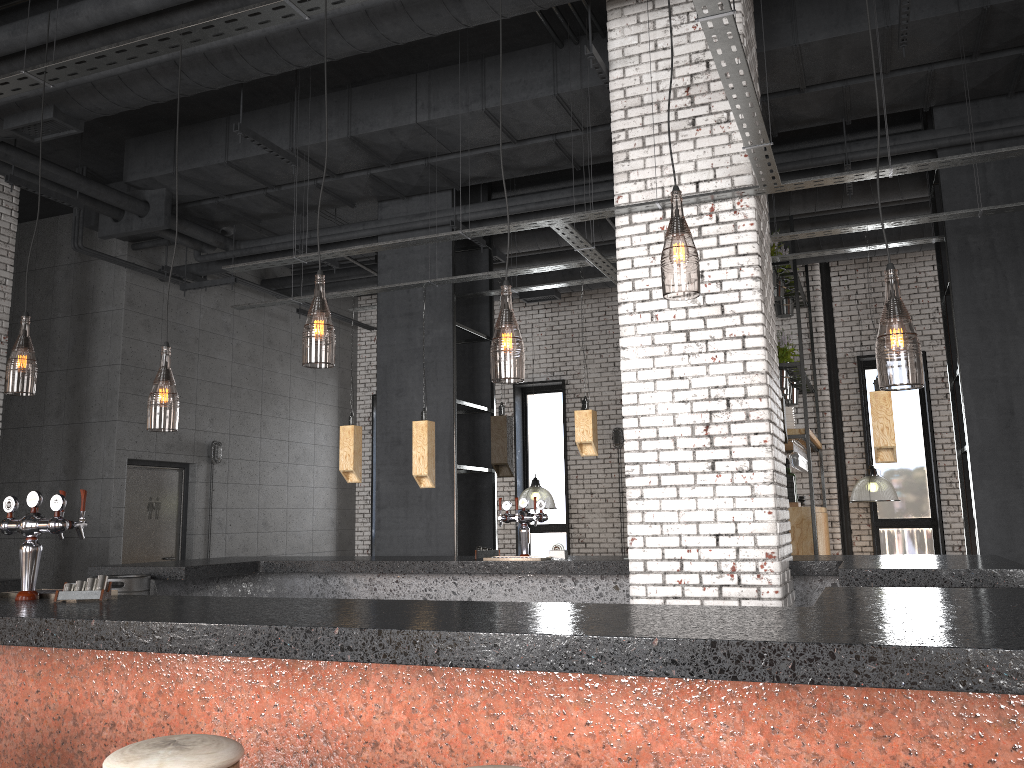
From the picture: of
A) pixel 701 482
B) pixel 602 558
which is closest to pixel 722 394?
pixel 701 482

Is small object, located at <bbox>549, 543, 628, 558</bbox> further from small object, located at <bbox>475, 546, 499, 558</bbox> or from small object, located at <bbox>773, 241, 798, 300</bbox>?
small object, located at <bbox>773, 241, 798, 300</bbox>

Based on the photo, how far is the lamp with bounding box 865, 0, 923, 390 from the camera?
4.4m

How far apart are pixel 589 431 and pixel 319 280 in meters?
2.8

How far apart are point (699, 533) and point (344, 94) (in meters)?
4.79

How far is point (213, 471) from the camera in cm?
1103

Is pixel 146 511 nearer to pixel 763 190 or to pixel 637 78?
pixel 637 78

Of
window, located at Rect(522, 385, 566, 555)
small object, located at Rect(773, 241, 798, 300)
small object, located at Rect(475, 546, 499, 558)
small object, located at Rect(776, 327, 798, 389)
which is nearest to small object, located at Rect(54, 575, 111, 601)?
small object, located at Rect(475, 546, 499, 558)

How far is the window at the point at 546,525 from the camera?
13.0 meters

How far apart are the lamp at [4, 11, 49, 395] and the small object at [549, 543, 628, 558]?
3.7m
